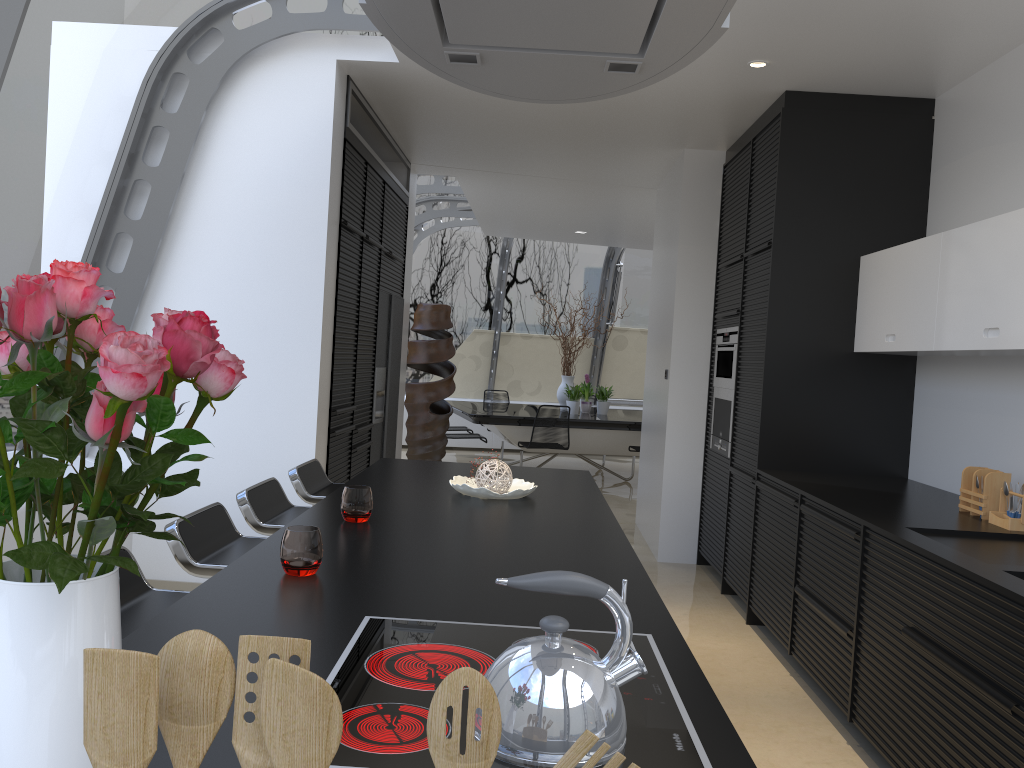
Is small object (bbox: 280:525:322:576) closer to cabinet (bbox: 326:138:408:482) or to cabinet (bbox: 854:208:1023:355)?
cabinet (bbox: 854:208:1023:355)

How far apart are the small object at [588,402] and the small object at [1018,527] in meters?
7.4

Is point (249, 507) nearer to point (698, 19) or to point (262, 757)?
point (698, 19)

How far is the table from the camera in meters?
9.4

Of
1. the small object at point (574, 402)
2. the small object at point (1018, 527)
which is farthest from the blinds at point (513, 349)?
the small object at point (1018, 527)

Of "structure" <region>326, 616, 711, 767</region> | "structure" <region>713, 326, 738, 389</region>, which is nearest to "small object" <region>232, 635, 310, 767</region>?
Answer: "structure" <region>326, 616, 711, 767</region>

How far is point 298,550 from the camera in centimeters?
200cm

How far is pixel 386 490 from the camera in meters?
3.3

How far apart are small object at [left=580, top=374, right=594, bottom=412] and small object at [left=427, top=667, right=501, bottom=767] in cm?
1012

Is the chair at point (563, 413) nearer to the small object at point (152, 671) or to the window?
the window
